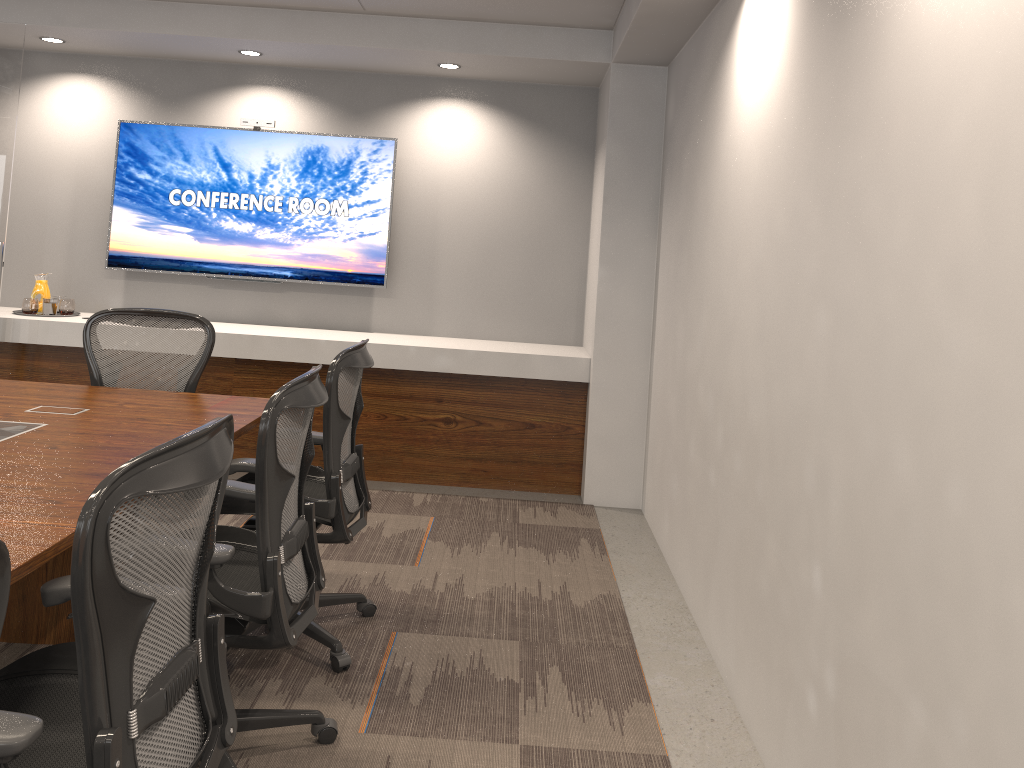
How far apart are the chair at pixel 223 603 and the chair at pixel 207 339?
1.33m

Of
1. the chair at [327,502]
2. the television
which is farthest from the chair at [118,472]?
the television

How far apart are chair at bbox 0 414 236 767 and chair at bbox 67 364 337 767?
0.2 meters

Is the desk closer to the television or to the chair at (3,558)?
the chair at (3,558)

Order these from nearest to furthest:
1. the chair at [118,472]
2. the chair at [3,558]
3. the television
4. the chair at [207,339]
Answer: the chair at [3,558] → the chair at [118,472] → the chair at [207,339] → the television

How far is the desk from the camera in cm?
204

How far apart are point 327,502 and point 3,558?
1.9 meters

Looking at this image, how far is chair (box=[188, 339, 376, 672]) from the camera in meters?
3.0

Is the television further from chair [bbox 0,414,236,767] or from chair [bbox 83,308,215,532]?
chair [bbox 0,414,236,767]

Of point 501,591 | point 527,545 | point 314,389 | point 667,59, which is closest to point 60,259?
point 527,545
